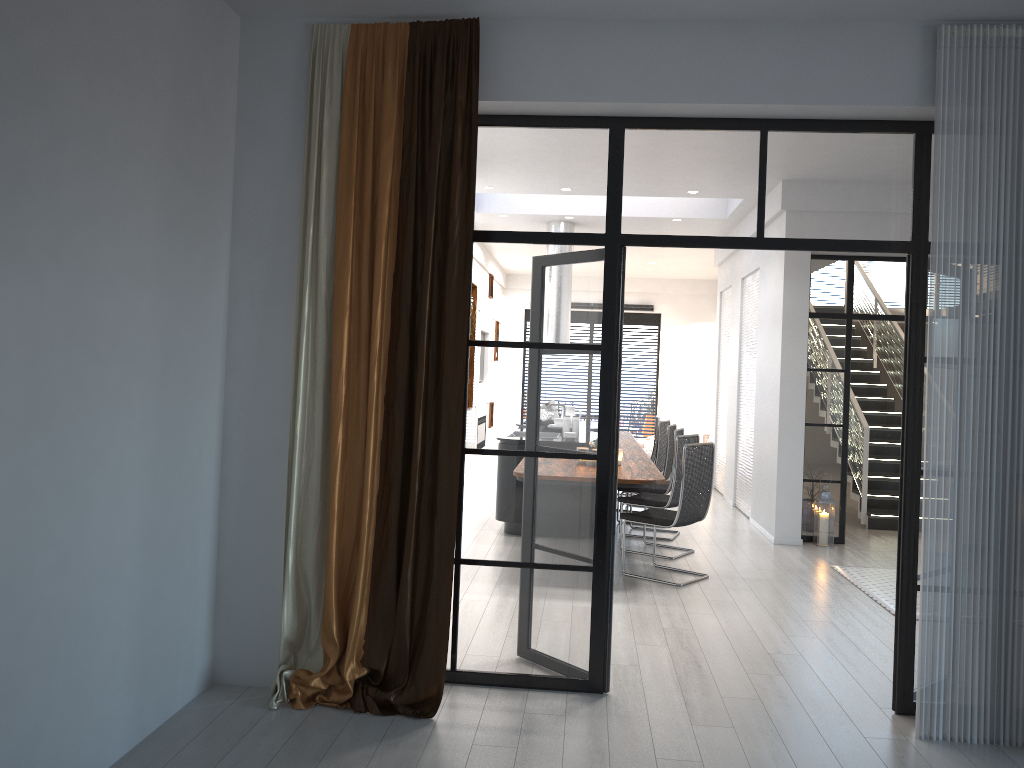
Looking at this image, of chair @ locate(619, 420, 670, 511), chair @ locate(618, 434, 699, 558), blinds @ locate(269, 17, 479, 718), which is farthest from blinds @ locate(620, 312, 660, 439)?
blinds @ locate(269, 17, 479, 718)

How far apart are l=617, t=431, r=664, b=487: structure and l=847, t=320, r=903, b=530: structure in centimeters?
239cm

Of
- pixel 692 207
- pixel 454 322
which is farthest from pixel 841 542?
pixel 454 322

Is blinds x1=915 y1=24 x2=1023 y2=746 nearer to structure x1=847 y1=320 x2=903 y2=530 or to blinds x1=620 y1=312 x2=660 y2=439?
structure x1=847 y1=320 x2=903 y2=530

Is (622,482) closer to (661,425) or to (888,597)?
(888,597)

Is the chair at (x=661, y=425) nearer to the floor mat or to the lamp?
the lamp

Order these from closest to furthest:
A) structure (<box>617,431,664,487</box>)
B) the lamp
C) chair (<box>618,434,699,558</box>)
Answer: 1. structure (<box>617,431,664,487</box>)
2. chair (<box>618,434,699,558</box>)
3. the lamp

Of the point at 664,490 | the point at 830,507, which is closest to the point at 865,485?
the point at 830,507

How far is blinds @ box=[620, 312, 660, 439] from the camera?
16.68m

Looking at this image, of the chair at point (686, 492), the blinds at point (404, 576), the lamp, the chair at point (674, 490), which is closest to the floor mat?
the lamp
